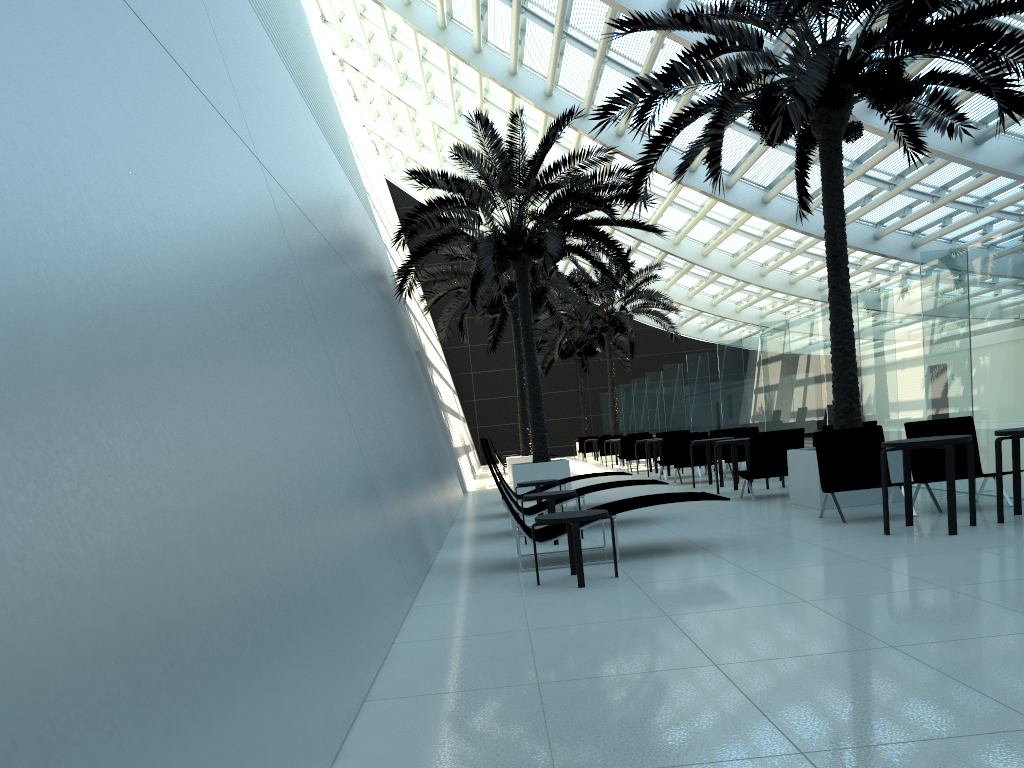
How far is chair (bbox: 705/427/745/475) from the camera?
17.1 meters

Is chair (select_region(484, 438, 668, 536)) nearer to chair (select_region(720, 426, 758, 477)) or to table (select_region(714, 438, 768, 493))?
table (select_region(714, 438, 768, 493))

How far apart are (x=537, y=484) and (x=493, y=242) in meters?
4.8 m

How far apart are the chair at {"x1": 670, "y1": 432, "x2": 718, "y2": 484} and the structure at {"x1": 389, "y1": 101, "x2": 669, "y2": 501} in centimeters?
210cm

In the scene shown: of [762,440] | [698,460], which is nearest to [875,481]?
[762,440]

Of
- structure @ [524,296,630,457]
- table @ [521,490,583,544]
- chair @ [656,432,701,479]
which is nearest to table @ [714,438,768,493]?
chair @ [656,432,701,479]

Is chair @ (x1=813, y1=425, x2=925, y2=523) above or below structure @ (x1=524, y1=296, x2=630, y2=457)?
below

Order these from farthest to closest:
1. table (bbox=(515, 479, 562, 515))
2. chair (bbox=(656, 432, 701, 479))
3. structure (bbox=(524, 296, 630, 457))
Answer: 1. structure (bbox=(524, 296, 630, 457))
2. chair (bbox=(656, 432, 701, 479))
3. table (bbox=(515, 479, 562, 515))

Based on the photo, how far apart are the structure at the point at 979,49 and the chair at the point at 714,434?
5.87m

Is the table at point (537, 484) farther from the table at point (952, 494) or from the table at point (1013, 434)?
the table at point (1013, 434)
